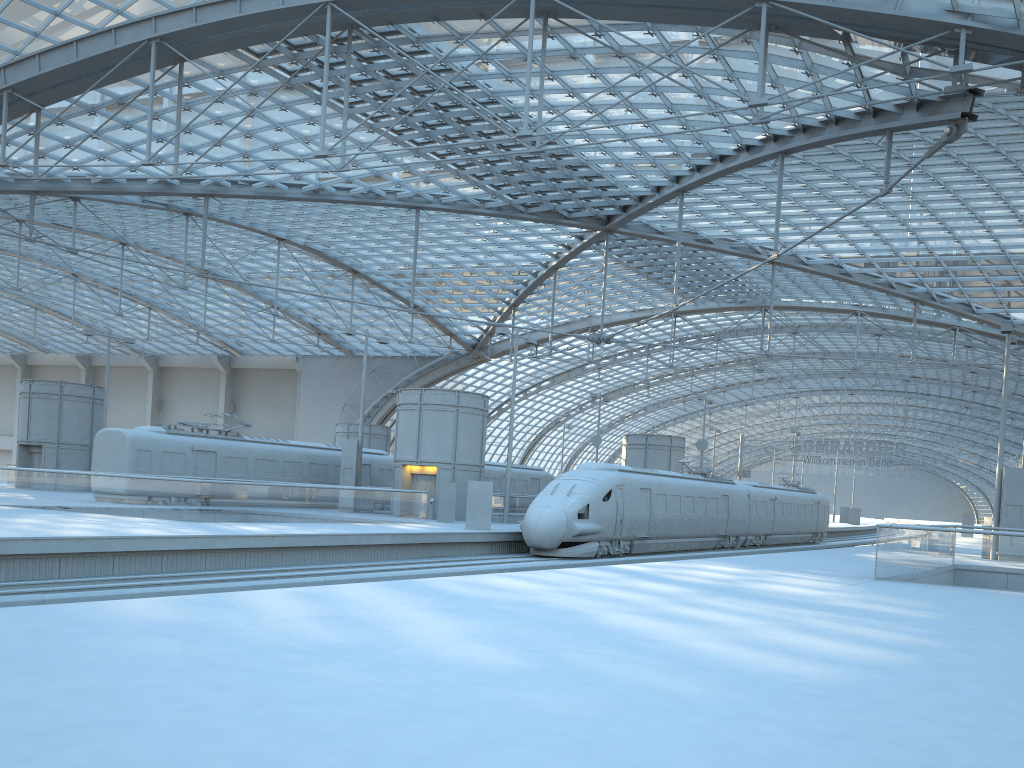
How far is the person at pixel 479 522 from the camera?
29.68m

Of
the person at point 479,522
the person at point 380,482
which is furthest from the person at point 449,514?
the person at point 380,482

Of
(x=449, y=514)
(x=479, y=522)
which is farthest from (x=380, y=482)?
(x=479, y=522)

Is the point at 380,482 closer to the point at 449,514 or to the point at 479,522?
the point at 449,514

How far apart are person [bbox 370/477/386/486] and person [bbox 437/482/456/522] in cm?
914

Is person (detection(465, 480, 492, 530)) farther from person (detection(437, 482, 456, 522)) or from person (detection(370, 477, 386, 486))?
person (detection(370, 477, 386, 486))

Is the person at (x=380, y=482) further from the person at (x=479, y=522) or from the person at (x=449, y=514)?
the person at (x=479, y=522)

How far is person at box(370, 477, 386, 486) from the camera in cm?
4255

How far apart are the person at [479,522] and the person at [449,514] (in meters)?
4.30

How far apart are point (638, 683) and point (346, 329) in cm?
3347
